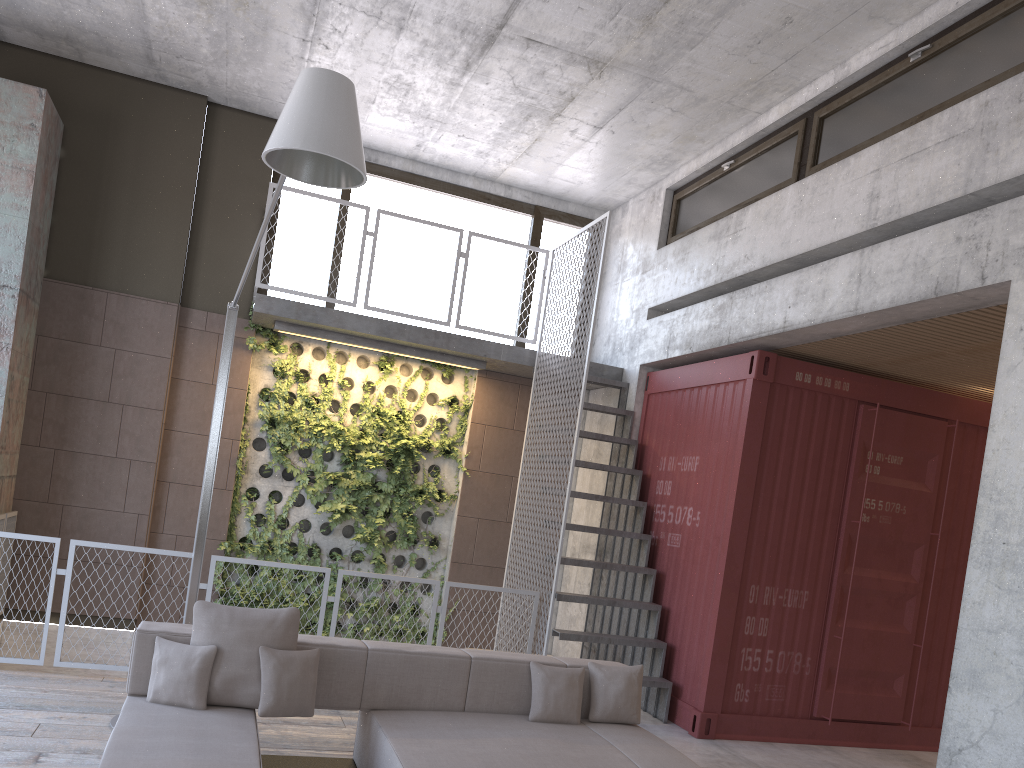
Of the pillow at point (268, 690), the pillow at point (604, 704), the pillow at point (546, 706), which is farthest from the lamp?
the pillow at point (604, 704)

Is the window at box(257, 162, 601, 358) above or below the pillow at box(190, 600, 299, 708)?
above

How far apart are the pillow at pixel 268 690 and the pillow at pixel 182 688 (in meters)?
0.24

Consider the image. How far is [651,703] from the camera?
7.3 meters

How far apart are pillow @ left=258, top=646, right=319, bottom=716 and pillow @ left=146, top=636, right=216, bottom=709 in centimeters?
24cm

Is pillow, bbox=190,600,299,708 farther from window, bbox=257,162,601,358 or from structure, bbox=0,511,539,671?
window, bbox=257,162,601,358

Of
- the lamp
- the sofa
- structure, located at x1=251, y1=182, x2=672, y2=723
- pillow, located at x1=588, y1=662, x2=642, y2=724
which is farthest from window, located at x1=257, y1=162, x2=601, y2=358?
pillow, located at x1=588, y1=662, x2=642, y2=724

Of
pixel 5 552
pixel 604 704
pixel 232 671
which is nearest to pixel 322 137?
pixel 232 671

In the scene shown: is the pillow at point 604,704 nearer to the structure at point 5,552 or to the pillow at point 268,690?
the pillow at point 268,690

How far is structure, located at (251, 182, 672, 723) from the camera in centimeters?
726cm
